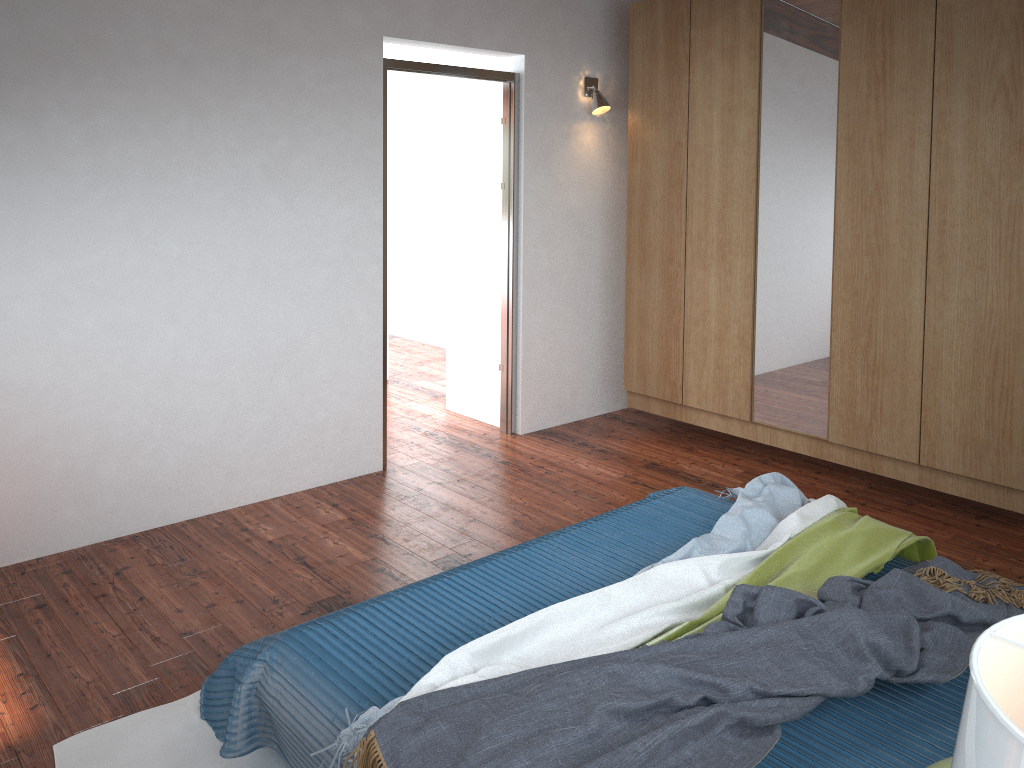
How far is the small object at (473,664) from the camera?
2.14m

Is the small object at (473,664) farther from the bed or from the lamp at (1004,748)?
the lamp at (1004,748)

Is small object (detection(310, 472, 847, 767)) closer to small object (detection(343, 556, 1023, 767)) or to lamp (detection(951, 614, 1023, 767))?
small object (detection(343, 556, 1023, 767))

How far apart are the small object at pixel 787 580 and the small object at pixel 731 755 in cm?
6

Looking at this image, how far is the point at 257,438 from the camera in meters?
→ 4.1

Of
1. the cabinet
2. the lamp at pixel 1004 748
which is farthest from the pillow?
the cabinet

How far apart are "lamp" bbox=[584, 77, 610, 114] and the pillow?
4.03m

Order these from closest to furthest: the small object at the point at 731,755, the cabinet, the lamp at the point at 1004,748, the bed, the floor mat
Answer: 1. the lamp at the point at 1004,748
2. the small object at the point at 731,755
3. the bed
4. the floor mat
5. the cabinet

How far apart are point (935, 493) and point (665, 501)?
1.78m

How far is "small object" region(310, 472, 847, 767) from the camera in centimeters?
214cm
